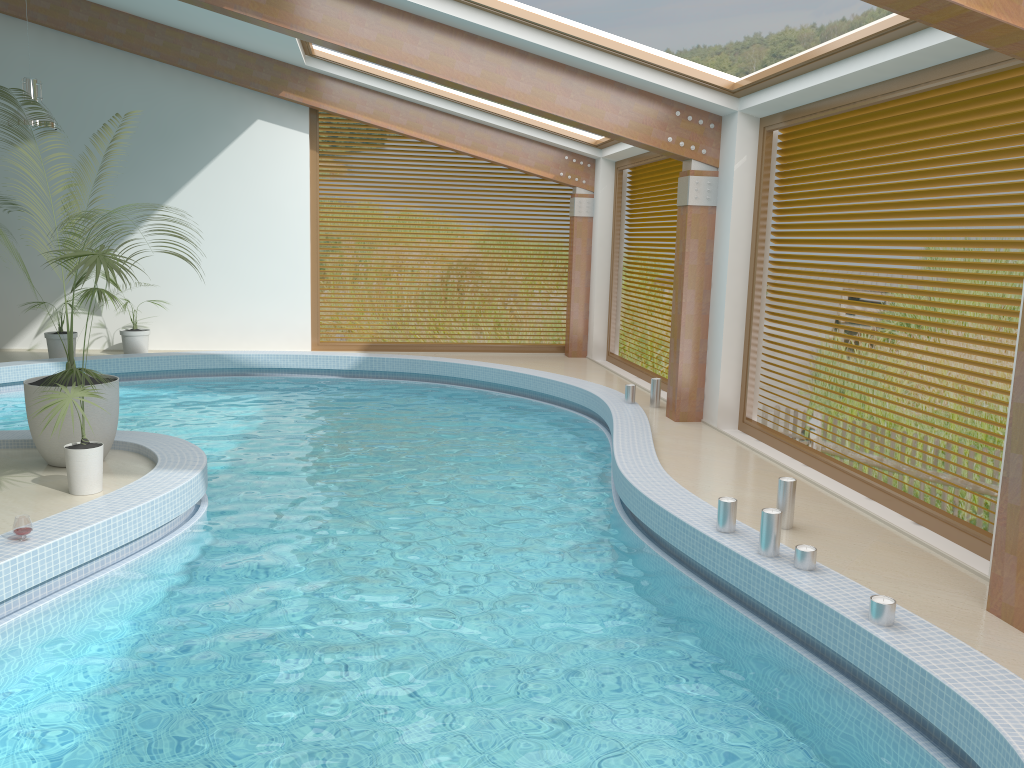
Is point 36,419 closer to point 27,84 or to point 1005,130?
point 27,84

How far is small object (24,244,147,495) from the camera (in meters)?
5.77

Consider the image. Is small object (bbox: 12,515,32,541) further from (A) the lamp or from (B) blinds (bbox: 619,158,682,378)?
(B) blinds (bbox: 619,158,682,378)

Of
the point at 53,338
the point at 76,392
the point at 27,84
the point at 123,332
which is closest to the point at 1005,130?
the point at 76,392

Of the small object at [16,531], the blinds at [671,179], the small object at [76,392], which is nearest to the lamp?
the small object at [76,392]

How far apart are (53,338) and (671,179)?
8.6 meters

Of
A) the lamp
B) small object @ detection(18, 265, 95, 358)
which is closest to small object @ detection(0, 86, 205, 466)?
the lamp

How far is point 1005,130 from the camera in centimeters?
551cm

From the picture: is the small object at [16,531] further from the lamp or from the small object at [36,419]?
the lamp

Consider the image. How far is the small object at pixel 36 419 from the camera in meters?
6.6 m
